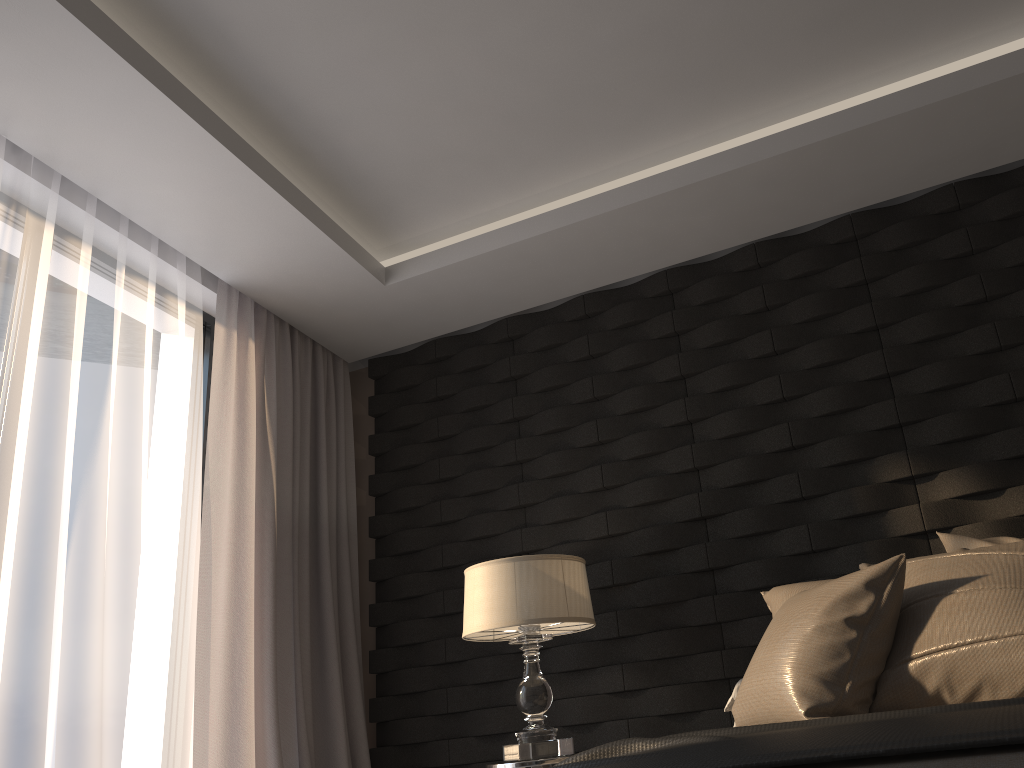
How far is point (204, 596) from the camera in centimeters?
324cm

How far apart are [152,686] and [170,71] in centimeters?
204cm

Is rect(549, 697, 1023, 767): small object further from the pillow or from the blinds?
the blinds

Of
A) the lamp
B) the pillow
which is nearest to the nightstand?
the lamp

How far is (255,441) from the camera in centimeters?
363cm

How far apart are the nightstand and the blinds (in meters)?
0.95

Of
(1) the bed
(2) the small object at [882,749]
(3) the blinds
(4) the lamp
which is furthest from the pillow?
(3) the blinds

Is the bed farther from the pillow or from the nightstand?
the nightstand

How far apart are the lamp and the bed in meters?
1.7

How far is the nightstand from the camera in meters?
2.8
